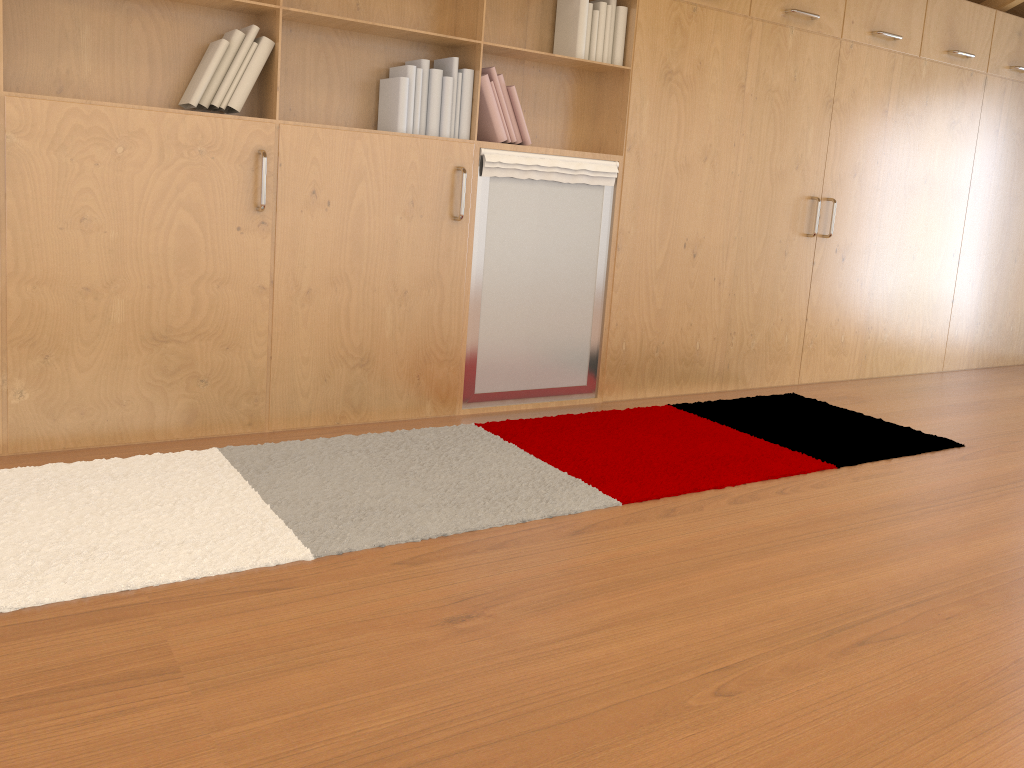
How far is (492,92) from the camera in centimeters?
343cm

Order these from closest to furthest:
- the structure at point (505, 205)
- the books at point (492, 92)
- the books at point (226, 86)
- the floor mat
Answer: the floor mat
the books at point (226, 86)
the books at point (492, 92)
the structure at point (505, 205)

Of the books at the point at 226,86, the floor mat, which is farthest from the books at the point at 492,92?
the floor mat

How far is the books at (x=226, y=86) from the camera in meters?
2.9 m

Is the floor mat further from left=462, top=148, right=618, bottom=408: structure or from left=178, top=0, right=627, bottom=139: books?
left=178, top=0, right=627, bottom=139: books

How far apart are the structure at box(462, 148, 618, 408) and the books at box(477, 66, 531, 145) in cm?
6

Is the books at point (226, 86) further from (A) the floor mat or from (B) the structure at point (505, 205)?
(A) the floor mat

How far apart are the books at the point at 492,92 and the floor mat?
1.1 meters

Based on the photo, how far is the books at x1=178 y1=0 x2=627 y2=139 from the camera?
2.9 meters

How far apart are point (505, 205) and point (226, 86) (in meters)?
1.15
